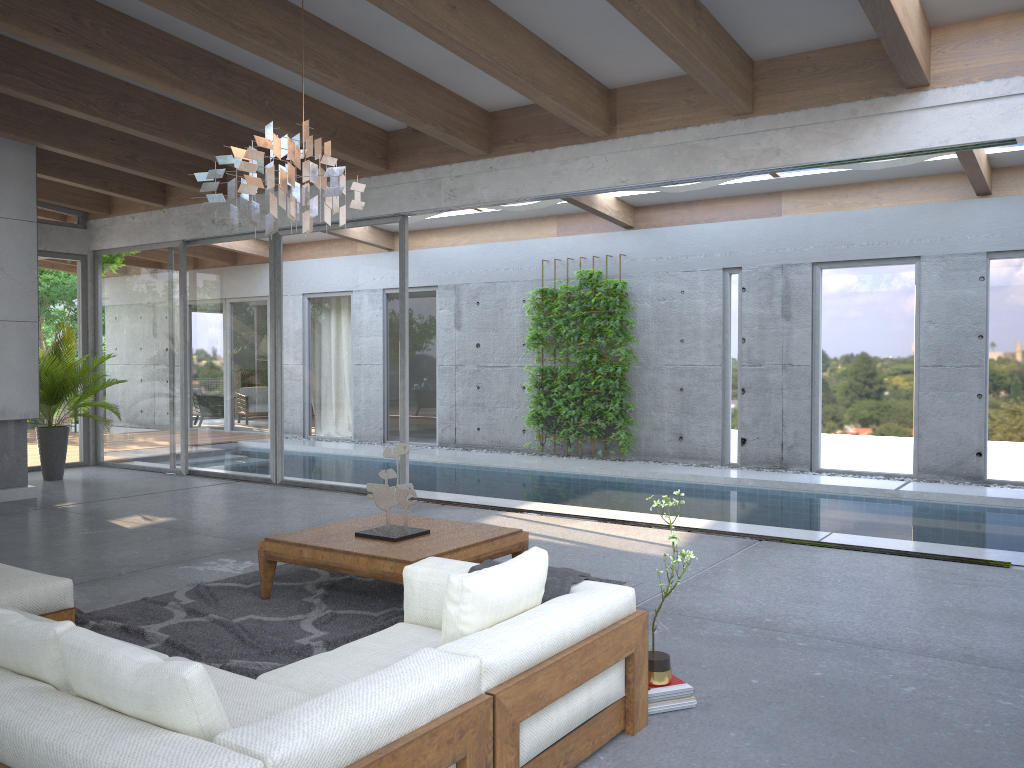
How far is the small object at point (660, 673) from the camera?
3.4 meters

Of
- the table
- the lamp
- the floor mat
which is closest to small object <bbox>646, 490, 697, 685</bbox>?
the table

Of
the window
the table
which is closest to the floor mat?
the table

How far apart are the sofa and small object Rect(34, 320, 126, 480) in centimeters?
572cm

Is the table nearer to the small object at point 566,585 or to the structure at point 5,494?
the small object at point 566,585

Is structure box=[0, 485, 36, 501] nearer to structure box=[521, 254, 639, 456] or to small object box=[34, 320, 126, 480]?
small object box=[34, 320, 126, 480]

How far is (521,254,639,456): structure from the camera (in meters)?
11.65

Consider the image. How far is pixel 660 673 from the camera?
3.4m

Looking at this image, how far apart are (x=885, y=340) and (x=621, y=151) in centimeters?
474cm

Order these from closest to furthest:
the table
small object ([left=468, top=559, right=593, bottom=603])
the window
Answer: small object ([left=468, top=559, right=593, bottom=603]), the table, the window
